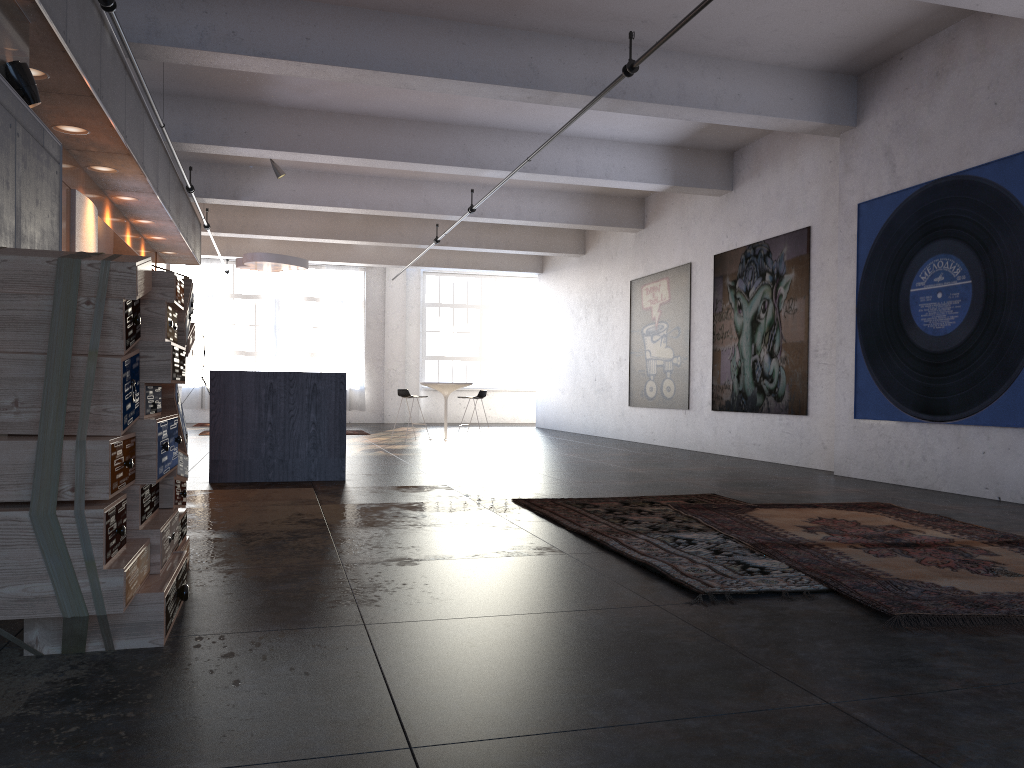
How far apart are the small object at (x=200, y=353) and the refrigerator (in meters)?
10.59

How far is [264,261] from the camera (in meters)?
13.04

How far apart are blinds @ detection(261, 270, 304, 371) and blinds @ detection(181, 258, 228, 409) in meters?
0.9

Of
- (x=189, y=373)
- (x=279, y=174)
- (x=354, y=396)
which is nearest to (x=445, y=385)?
(x=279, y=174)

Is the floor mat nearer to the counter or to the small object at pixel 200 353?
the counter

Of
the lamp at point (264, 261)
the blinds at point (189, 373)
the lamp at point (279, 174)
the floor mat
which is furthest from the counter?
the blinds at point (189, 373)

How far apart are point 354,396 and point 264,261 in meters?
8.6 m

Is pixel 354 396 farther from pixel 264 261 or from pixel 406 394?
pixel 264 261

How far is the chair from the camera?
14.1 meters

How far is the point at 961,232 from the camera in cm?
729
